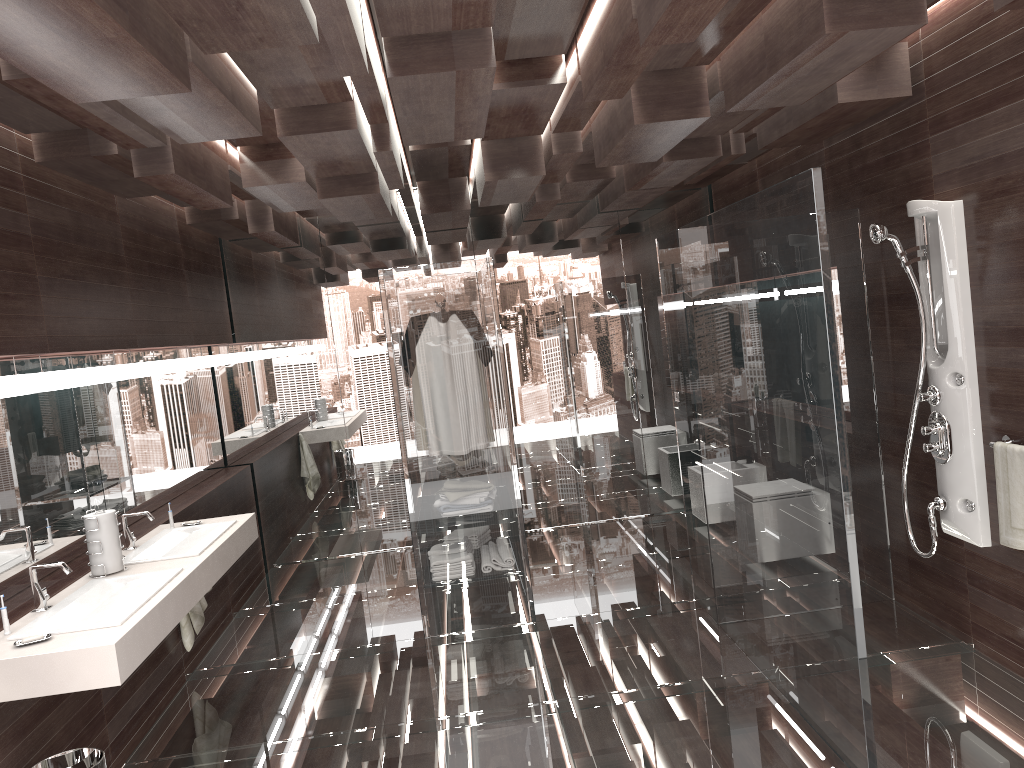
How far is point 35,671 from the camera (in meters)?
2.67

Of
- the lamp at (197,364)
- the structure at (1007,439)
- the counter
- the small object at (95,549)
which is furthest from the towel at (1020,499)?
the lamp at (197,364)

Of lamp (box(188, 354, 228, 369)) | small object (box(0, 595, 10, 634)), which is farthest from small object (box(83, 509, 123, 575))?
lamp (box(188, 354, 228, 369))

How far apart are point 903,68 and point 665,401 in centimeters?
351cm

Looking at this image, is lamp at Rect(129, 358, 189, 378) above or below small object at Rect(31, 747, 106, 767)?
above

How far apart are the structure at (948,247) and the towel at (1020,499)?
0.2m

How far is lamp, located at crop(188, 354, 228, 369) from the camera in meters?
5.8

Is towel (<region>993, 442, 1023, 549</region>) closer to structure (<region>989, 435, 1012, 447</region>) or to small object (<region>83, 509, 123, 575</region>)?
structure (<region>989, 435, 1012, 447</region>)

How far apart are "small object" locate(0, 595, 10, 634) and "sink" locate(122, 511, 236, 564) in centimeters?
85cm

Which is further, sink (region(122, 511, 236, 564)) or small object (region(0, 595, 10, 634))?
sink (region(122, 511, 236, 564))
